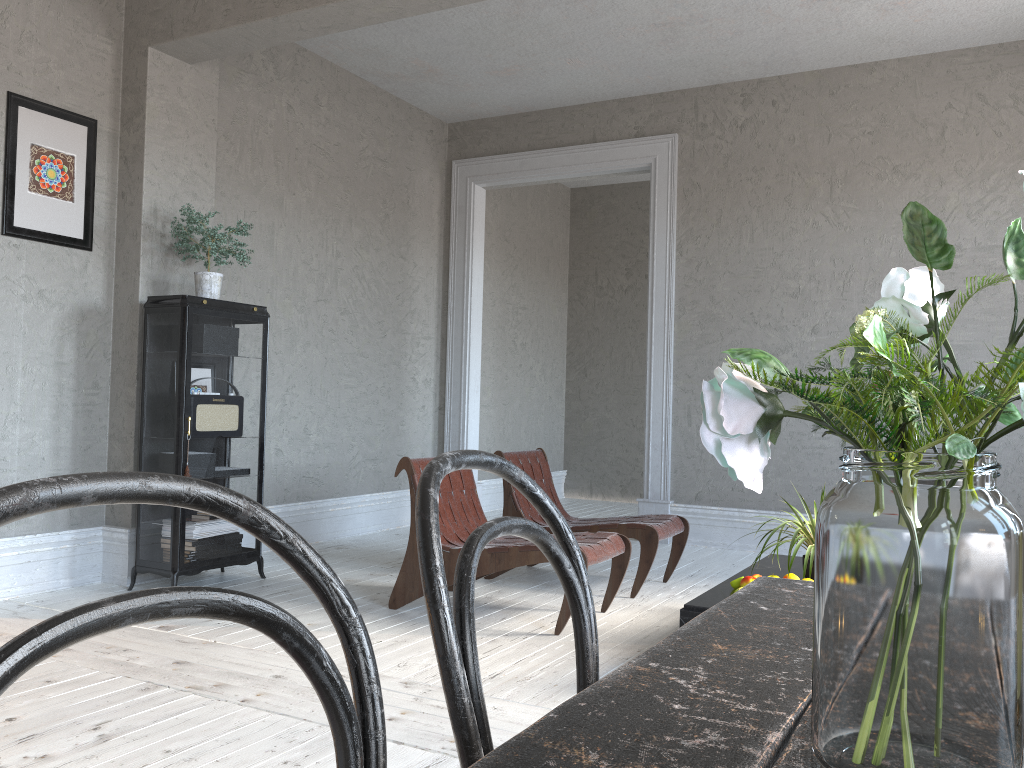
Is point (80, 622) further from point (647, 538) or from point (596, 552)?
point (647, 538)

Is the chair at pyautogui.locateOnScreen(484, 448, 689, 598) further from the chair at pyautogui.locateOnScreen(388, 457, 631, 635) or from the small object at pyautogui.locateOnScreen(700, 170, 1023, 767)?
the small object at pyautogui.locateOnScreen(700, 170, 1023, 767)

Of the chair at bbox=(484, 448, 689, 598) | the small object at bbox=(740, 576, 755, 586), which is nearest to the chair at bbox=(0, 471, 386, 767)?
the small object at bbox=(740, 576, 755, 586)

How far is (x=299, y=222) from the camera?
5.92m

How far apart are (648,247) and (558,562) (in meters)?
8.12

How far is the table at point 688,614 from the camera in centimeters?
304cm

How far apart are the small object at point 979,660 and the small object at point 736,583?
2.77m

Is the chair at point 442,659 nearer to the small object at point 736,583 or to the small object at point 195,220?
the small object at point 736,583

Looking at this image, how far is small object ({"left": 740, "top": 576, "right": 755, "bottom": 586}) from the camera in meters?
3.2 m

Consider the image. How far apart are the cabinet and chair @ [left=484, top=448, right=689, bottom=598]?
1.3m
